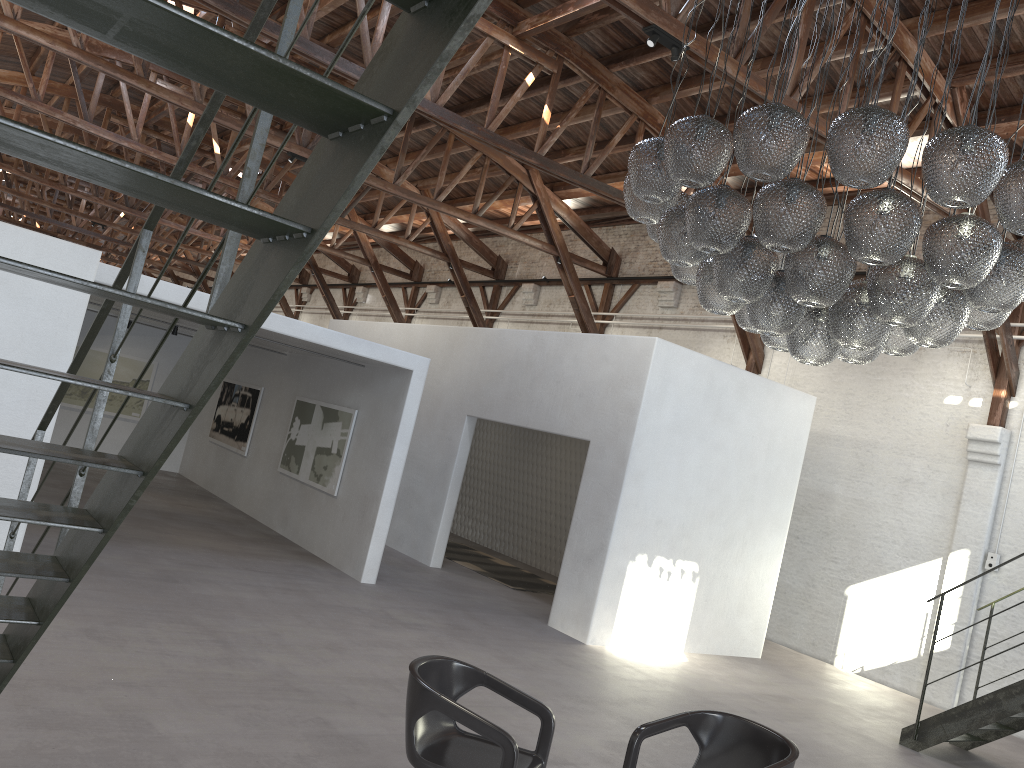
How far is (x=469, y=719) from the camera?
3.6 meters

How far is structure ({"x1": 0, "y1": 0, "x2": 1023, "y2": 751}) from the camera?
1.4m

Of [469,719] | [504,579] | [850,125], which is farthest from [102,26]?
[504,579]

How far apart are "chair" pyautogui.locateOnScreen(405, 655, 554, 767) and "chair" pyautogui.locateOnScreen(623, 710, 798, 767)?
0.4m

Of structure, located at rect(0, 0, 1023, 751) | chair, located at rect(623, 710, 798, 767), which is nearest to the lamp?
chair, located at rect(623, 710, 798, 767)

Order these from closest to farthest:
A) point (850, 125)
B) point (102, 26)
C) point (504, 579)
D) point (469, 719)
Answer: point (102, 26) < point (469, 719) < point (850, 125) < point (504, 579)

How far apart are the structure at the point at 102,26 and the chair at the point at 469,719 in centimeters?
152cm

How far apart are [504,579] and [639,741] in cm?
798

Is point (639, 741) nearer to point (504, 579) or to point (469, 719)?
point (469, 719)

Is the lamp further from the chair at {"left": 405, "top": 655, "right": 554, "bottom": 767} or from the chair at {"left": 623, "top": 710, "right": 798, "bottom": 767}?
the chair at {"left": 405, "top": 655, "right": 554, "bottom": 767}
